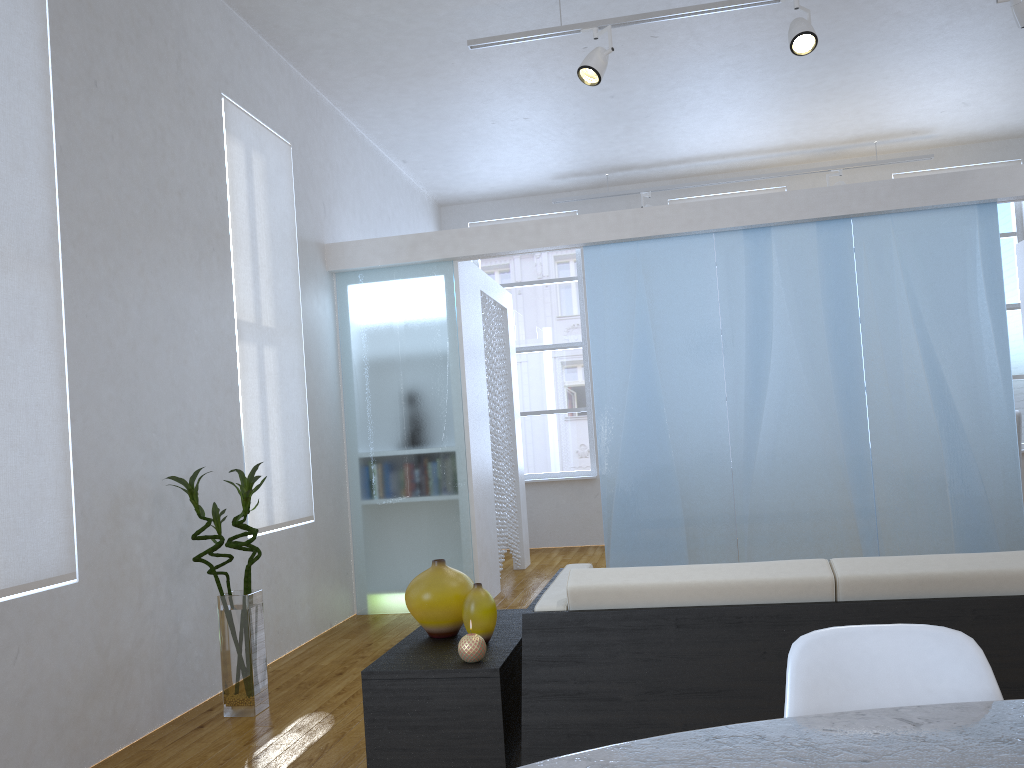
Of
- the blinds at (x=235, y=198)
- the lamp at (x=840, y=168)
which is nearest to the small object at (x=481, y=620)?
the blinds at (x=235, y=198)

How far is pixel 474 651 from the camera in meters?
2.2 m

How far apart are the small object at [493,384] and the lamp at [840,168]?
1.9 meters

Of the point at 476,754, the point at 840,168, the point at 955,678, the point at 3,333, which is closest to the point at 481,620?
the point at 476,754

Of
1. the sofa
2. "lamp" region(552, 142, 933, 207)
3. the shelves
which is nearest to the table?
the sofa

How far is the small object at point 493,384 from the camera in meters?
6.2 m

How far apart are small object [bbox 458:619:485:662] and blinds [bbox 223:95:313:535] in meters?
2.3

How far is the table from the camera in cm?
95

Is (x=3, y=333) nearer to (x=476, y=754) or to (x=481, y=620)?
(x=481, y=620)

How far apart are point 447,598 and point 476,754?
0.4 meters
